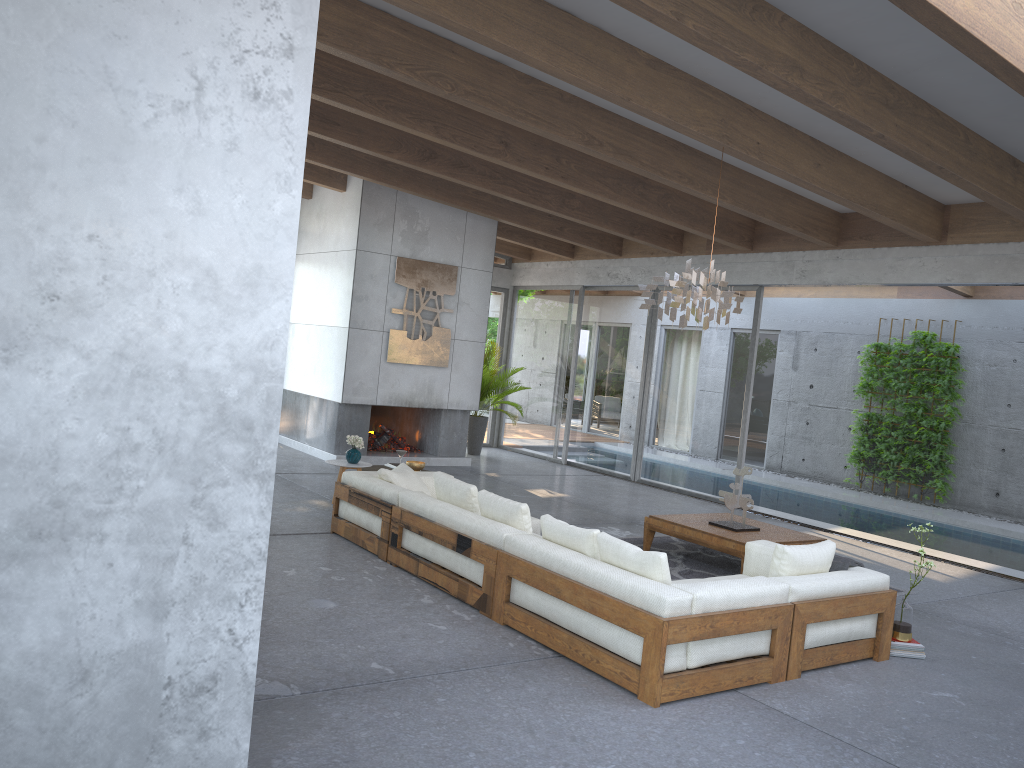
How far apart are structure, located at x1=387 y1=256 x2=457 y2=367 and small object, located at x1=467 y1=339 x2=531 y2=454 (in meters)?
1.51

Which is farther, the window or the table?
the window

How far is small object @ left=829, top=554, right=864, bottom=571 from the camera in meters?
5.4

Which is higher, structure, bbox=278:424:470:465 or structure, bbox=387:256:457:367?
structure, bbox=387:256:457:367

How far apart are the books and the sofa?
0.3m

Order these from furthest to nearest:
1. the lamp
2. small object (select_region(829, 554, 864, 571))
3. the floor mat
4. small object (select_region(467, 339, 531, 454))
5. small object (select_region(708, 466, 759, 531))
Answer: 1. small object (select_region(467, 339, 531, 454))
2. small object (select_region(708, 466, 759, 531))
3. the floor mat
4. the lamp
5. small object (select_region(829, 554, 864, 571))

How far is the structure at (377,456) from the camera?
11.4m

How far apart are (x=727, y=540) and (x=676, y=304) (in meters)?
1.88

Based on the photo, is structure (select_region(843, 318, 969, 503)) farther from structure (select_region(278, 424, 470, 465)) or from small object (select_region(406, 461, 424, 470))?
small object (select_region(406, 461, 424, 470))

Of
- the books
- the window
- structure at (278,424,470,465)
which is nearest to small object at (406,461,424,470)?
structure at (278,424,470,465)
